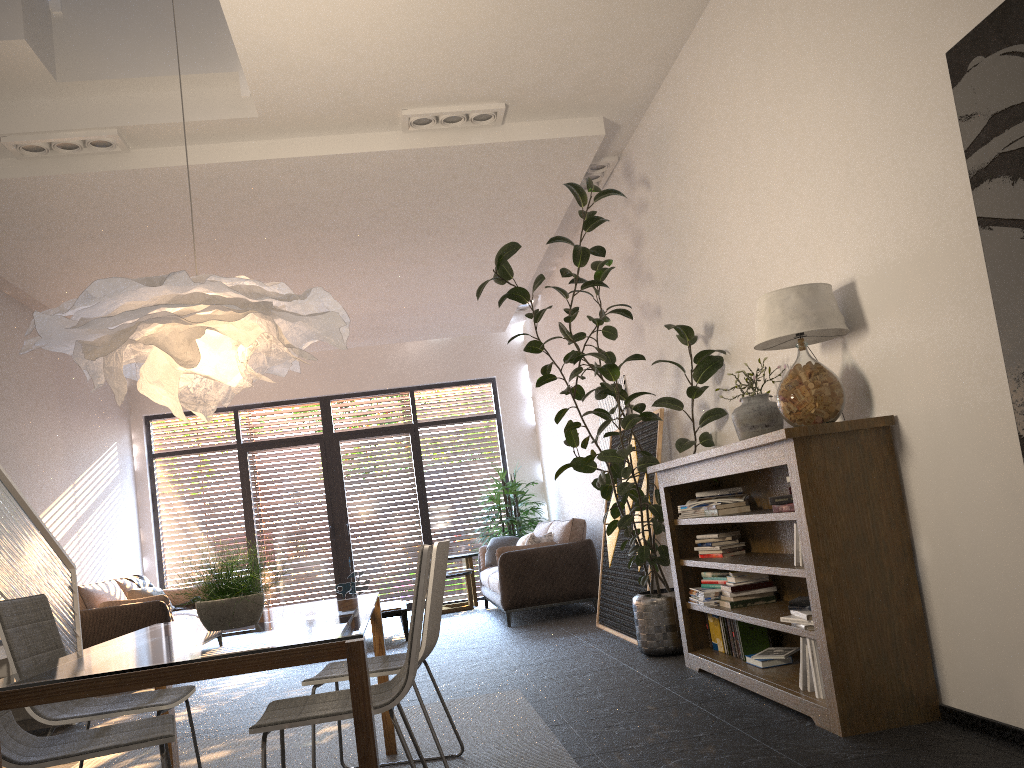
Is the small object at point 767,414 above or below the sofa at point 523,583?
above

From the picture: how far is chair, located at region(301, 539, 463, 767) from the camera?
3.3m

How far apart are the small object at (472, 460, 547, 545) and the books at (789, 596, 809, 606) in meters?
7.0

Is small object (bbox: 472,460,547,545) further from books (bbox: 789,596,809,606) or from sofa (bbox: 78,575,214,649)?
books (bbox: 789,596,809,606)

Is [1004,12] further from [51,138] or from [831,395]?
[51,138]

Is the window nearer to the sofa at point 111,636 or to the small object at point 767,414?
the sofa at point 111,636

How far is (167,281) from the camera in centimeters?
287cm

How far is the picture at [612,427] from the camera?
7.62m

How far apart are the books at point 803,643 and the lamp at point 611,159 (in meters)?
4.12

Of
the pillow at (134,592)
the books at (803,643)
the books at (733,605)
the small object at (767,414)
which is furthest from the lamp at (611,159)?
the pillow at (134,592)
